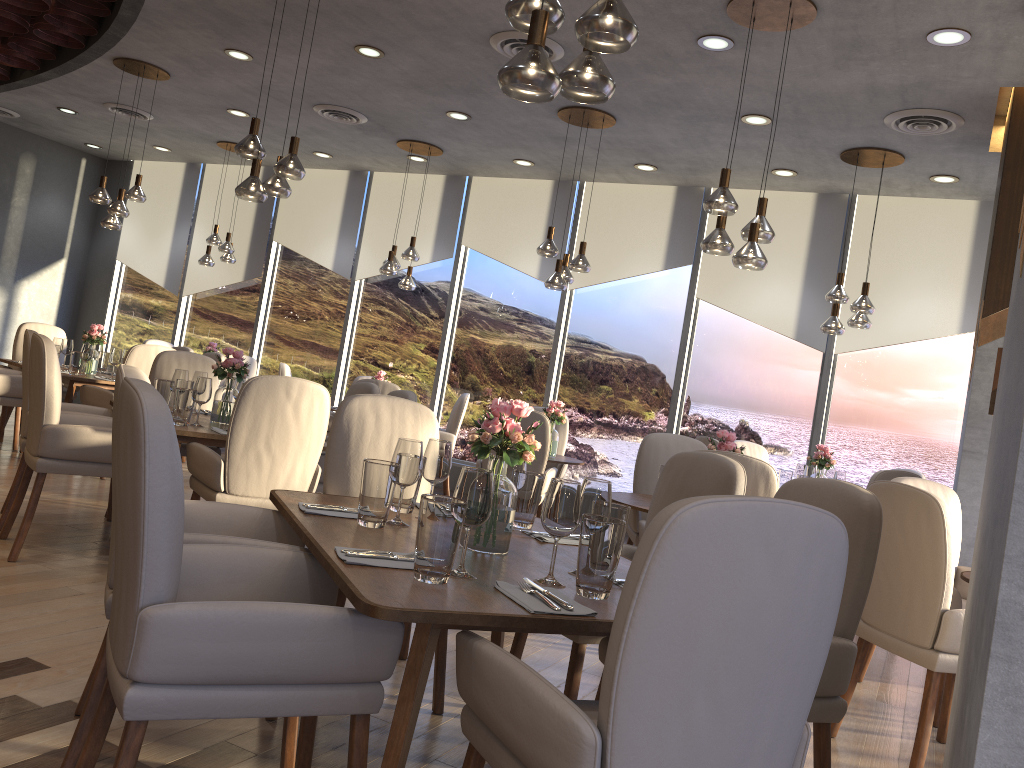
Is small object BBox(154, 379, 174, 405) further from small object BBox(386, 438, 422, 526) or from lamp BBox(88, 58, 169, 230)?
lamp BBox(88, 58, 169, 230)

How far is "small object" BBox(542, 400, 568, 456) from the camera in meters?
6.4

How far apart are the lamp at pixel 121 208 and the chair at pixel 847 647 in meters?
6.0 m

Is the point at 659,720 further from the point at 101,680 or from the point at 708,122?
the point at 708,122

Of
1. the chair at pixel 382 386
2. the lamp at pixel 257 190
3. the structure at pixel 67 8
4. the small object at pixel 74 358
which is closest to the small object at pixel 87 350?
the small object at pixel 74 358

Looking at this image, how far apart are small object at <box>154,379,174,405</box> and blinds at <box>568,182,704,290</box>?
4.6m

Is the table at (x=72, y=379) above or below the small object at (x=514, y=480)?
below

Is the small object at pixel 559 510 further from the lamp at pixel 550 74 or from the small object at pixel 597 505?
the lamp at pixel 550 74

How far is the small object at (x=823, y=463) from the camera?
6.3m

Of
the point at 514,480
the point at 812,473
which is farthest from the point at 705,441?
the point at 514,480
